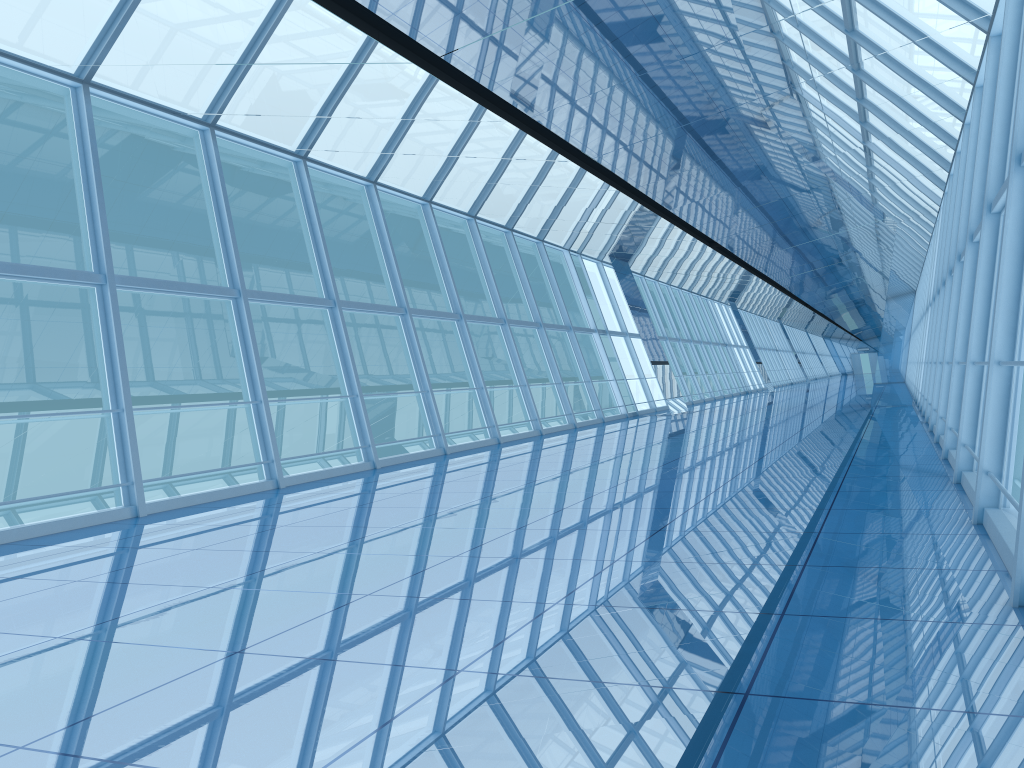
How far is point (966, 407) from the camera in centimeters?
739cm

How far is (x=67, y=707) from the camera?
3.2 meters

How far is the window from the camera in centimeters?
739cm

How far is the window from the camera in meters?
7.4
